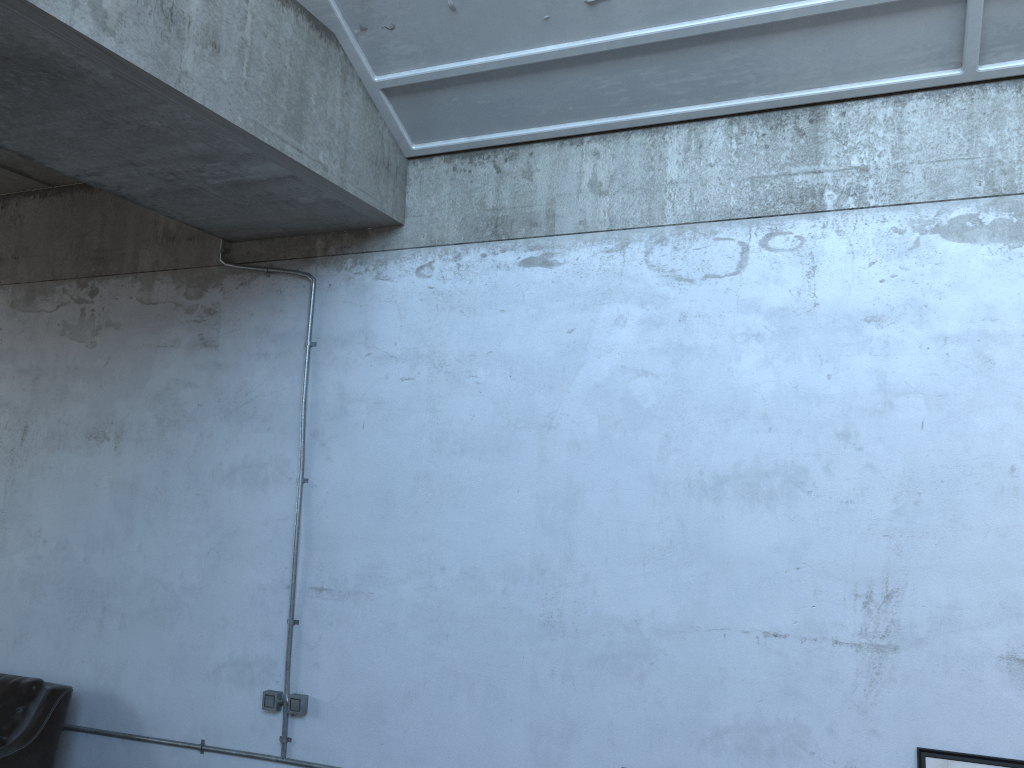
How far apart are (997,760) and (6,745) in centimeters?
449cm

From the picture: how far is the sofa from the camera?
4.44m

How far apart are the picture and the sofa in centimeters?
410cm

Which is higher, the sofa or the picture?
the picture

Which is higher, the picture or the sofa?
the picture

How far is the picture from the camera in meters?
3.2

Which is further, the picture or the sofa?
the sofa

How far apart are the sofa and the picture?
4.10m

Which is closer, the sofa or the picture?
the picture

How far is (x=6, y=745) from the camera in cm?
444
